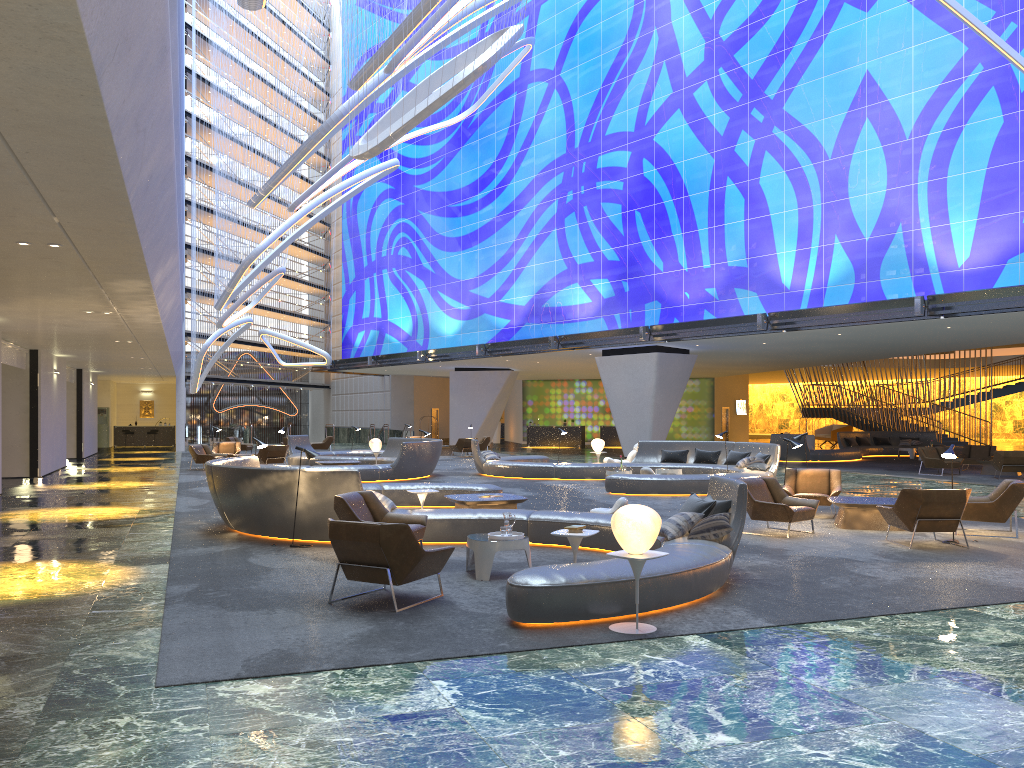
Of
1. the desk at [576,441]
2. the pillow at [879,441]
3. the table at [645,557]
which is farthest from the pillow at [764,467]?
the desk at [576,441]

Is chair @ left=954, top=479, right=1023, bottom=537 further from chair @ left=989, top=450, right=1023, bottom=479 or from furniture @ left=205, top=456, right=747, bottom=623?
chair @ left=989, top=450, right=1023, bottom=479

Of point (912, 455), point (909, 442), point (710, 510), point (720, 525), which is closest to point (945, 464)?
point (912, 455)

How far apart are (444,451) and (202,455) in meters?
11.6 m

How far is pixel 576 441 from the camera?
46.12m

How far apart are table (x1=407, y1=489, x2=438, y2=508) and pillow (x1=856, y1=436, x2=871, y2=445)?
27.7m

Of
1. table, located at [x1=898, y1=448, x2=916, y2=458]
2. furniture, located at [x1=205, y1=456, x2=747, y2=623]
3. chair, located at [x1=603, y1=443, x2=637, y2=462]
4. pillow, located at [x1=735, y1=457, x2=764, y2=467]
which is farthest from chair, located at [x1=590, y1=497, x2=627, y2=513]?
table, located at [x1=898, y1=448, x2=916, y2=458]

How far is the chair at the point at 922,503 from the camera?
11.0 meters

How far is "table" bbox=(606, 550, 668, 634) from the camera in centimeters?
672cm

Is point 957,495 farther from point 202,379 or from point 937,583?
point 202,379
